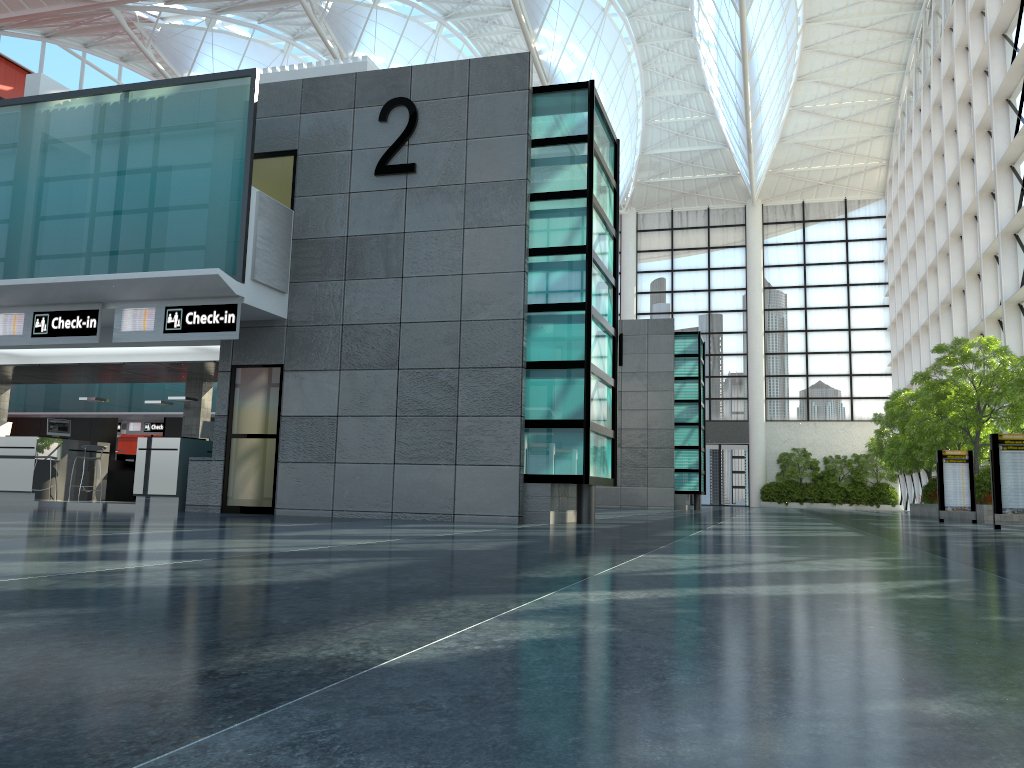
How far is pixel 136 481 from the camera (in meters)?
21.55

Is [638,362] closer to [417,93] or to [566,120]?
[566,120]
